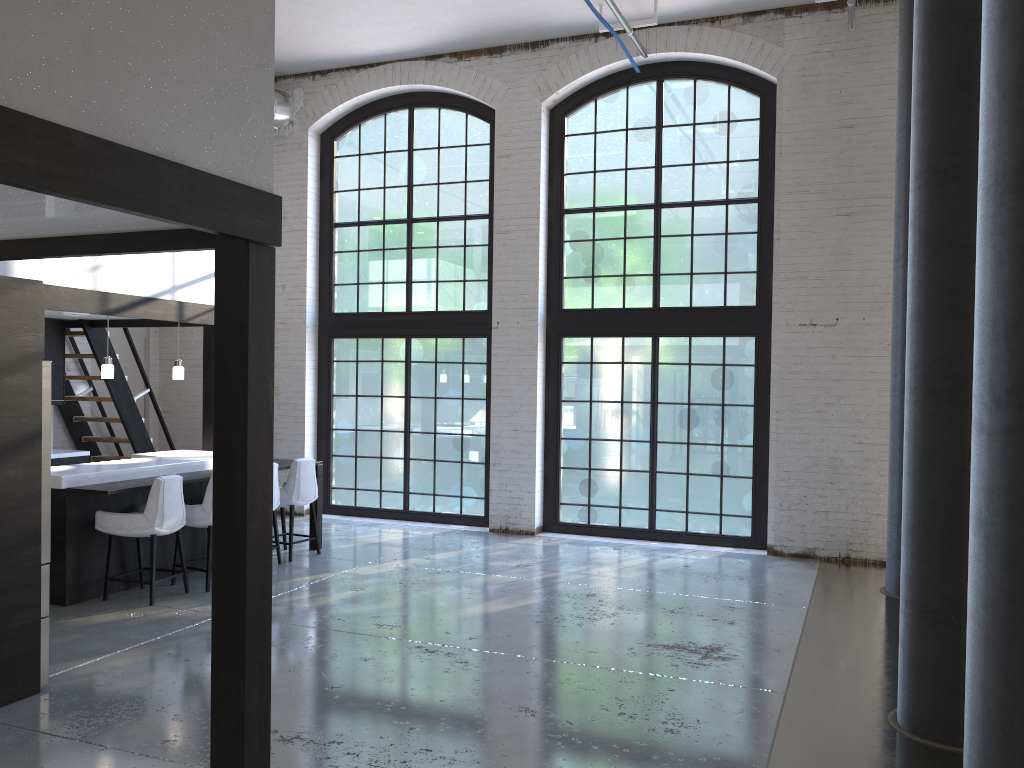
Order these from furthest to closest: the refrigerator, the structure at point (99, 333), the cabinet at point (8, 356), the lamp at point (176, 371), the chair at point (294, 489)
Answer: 1. the structure at point (99, 333)
2. the lamp at point (176, 371)
3. the chair at point (294, 489)
4. the refrigerator
5. the cabinet at point (8, 356)

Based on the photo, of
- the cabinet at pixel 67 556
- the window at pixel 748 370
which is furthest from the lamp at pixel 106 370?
the window at pixel 748 370

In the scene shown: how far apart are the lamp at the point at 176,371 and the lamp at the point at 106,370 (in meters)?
0.81

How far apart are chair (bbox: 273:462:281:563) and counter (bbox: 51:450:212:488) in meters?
0.6

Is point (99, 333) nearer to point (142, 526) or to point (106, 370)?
point (106, 370)

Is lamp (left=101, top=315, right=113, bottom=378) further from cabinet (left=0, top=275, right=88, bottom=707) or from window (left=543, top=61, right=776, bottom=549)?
window (left=543, top=61, right=776, bottom=549)

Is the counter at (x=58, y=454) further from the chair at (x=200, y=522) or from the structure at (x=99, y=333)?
the chair at (x=200, y=522)

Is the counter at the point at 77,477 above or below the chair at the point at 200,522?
above

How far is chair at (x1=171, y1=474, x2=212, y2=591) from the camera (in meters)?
6.96

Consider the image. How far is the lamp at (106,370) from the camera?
7.6 meters
